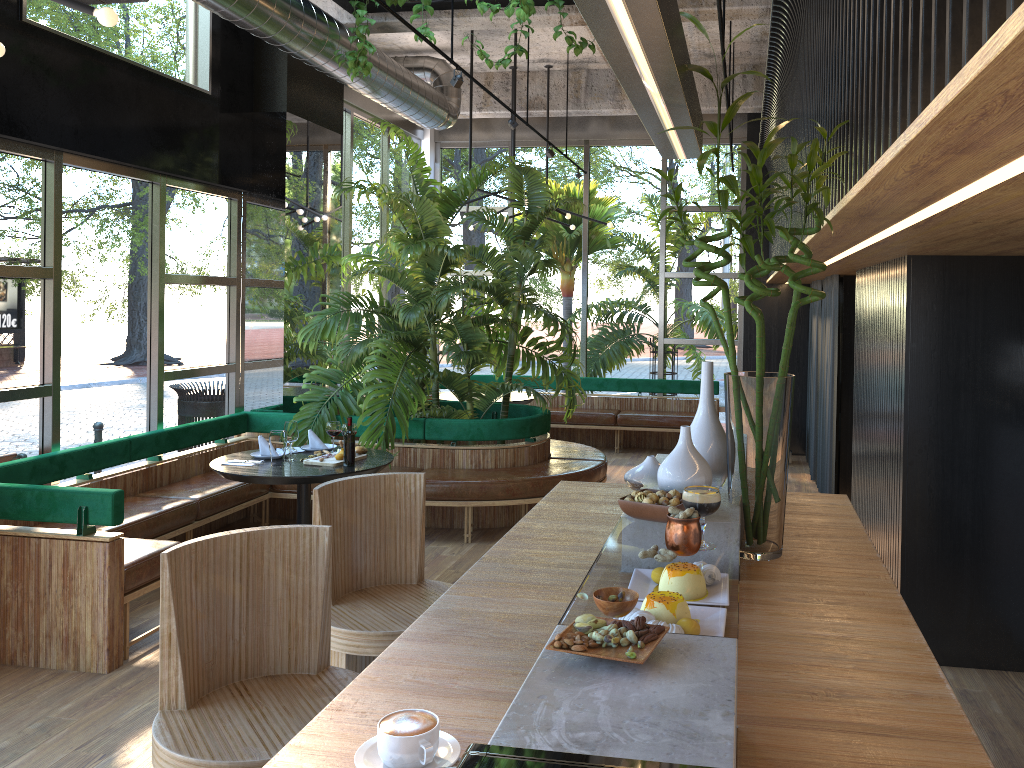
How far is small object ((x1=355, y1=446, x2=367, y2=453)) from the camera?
5.67m

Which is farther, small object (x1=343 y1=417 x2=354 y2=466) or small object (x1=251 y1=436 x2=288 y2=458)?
small object (x1=251 y1=436 x2=288 y2=458)

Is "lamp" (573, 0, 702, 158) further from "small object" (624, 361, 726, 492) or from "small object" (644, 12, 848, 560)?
"small object" (624, 361, 726, 492)

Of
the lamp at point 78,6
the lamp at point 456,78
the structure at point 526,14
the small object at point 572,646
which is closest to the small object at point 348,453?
the small object at point 572,646

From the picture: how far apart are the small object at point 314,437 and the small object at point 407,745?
4.81m

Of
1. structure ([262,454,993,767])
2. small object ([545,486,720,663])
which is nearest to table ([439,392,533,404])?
structure ([262,454,993,767])

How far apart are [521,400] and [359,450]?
3.6m

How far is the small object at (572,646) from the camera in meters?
1.4 m

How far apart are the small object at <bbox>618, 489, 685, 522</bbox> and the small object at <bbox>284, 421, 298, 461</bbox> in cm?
370

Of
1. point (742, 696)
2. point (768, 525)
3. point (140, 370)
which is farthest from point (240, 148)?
point (742, 696)
